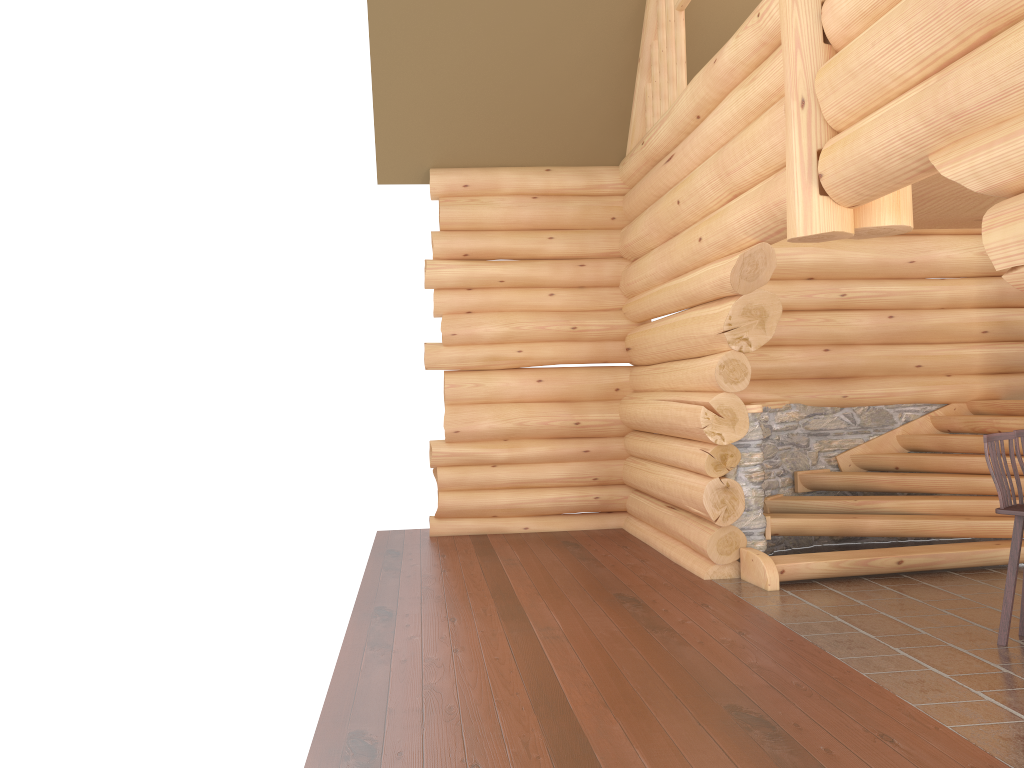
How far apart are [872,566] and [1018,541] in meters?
2.1

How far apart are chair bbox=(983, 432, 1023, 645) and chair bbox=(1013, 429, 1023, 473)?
0.2 meters

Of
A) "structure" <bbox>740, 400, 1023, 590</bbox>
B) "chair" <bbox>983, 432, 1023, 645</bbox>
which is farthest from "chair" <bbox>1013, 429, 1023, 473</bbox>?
"structure" <bbox>740, 400, 1023, 590</bbox>

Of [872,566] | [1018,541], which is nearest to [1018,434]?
[1018,541]

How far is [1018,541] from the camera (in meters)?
5.51

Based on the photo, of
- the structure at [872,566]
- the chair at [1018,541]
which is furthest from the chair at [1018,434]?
the structure at [872,566]

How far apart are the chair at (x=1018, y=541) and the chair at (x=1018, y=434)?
0.2m

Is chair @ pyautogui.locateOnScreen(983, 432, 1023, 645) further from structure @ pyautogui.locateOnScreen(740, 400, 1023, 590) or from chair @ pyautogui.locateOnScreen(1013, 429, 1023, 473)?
structure @ pyautogui.locateOnScreen(740, 400, 1023, 590)

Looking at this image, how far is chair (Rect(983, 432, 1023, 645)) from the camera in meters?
5.5

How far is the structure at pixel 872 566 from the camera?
7.5m
